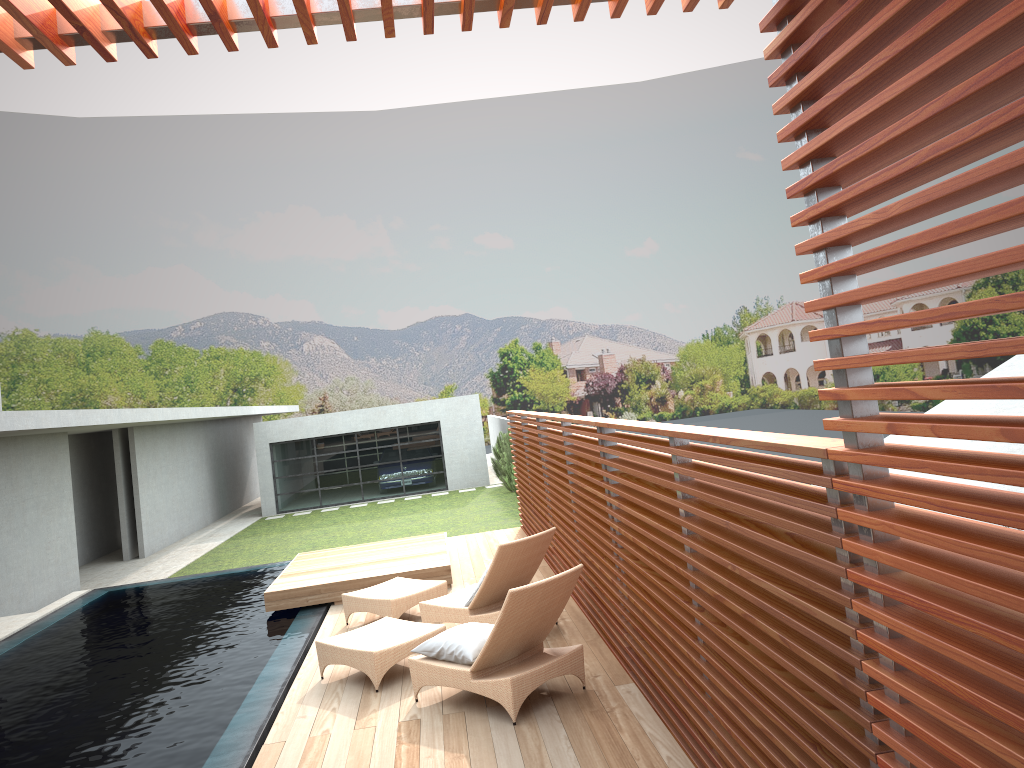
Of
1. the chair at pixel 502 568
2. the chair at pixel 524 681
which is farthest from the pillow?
the chair at pixel 502 568

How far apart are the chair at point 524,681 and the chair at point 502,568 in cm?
48

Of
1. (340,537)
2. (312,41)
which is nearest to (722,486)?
(312,41)

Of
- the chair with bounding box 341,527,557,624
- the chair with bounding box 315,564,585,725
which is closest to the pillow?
the chair with bounding box 315,564,585,725

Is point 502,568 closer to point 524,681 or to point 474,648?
point 474,648

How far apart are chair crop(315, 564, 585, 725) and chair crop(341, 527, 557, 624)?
0.5 meters

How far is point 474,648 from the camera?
6.0m

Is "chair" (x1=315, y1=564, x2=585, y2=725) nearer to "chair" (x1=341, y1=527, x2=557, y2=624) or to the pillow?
the pillow

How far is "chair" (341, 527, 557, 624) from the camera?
7.4 meters

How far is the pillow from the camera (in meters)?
5.96
